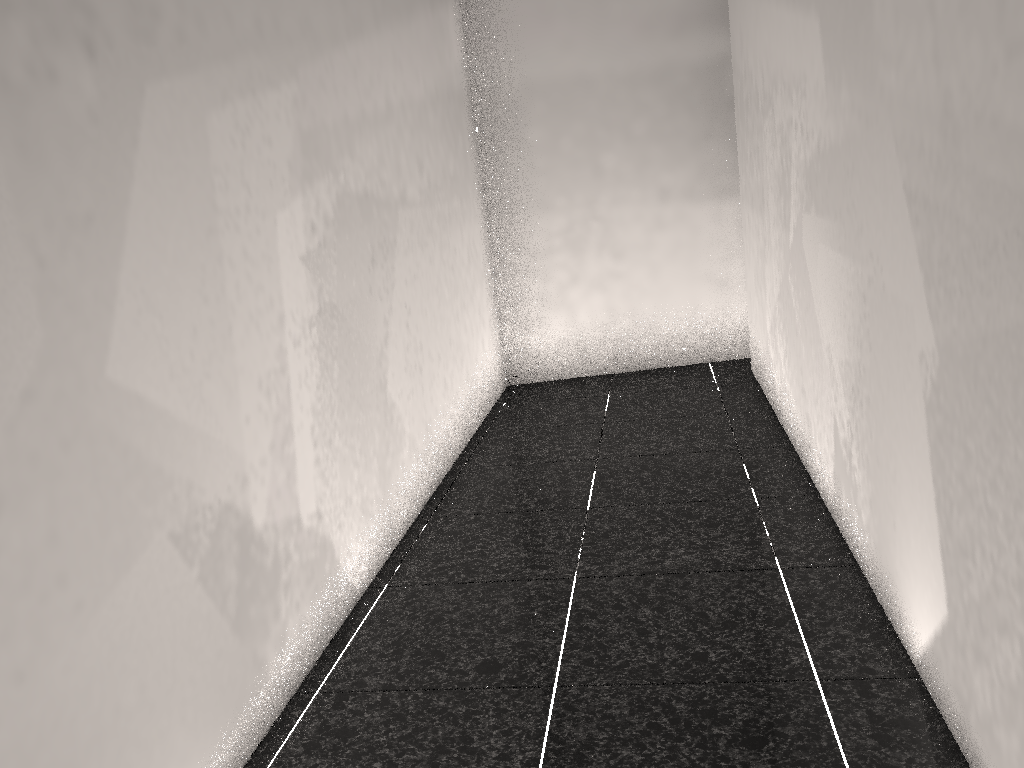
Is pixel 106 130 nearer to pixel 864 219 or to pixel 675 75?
pixel 864 219

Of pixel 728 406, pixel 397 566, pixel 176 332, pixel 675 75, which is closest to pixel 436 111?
pixel 675 75
